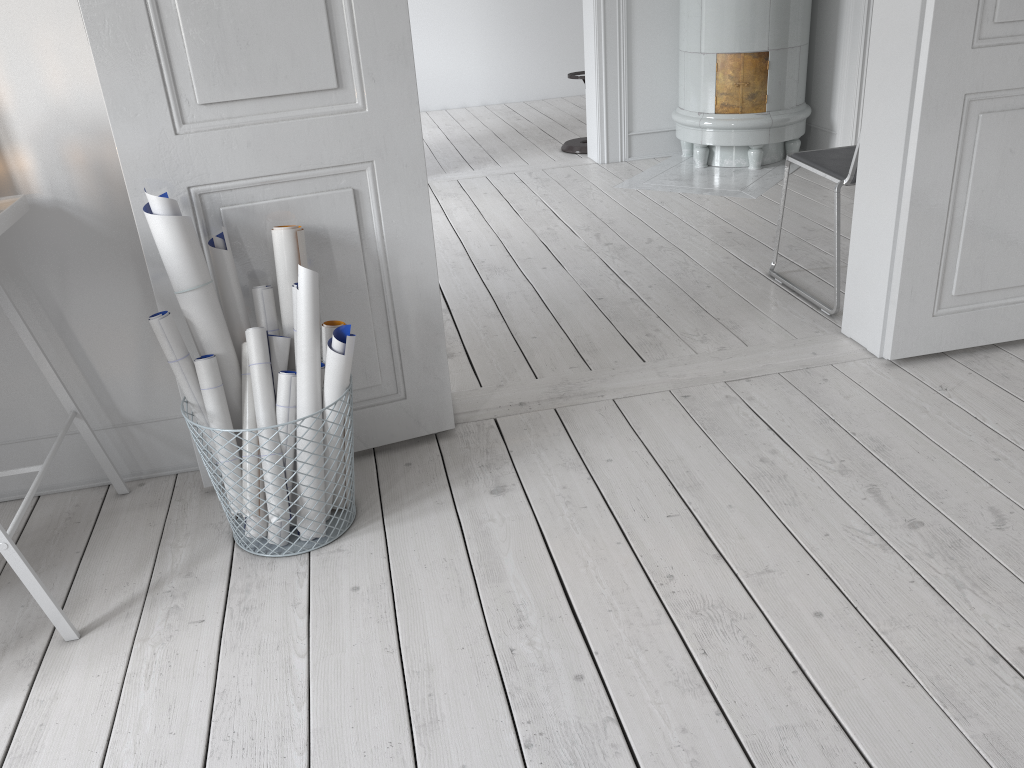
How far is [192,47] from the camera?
1.8m

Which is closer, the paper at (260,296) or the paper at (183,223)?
the paper at (183,223)

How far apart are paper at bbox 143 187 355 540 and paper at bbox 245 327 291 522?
0.0m

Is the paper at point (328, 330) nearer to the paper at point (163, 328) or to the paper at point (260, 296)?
the paper at point (260, 296)

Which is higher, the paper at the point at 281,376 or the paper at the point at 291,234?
the paper at the point at 291,234

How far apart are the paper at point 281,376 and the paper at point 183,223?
0.03m

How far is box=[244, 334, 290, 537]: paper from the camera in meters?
2.0

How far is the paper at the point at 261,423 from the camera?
2.0 meters

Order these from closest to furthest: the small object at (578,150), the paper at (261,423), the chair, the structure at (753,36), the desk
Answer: the desk < the paper at (261,423) < the chair < the structure at (753,36) < the small object at (578,150)

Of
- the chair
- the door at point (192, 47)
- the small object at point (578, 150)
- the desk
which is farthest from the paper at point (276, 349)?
the small object at point (578, 150)
